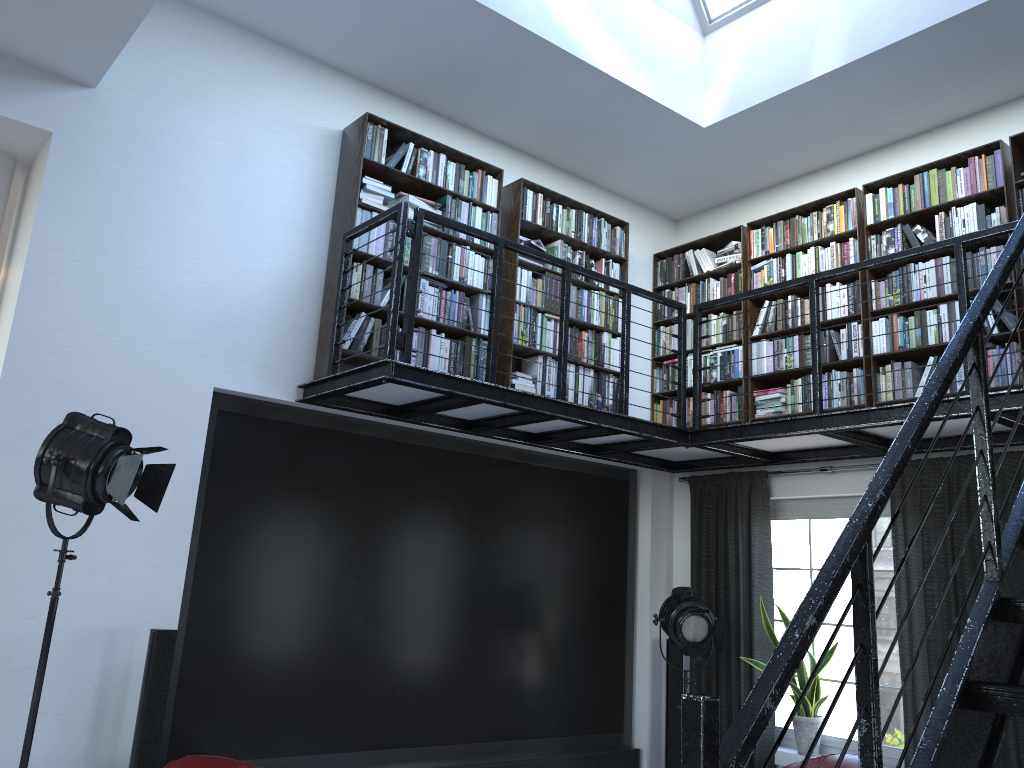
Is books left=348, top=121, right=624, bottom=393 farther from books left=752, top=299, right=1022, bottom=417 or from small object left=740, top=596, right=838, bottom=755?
small object left=740, top=596, right=838, bottom=755

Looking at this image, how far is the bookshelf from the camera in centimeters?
504cm

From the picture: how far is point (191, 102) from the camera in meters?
4.8 m

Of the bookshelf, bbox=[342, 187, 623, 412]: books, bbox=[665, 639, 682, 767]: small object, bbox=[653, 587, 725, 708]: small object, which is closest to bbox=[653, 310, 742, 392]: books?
the bookshelf

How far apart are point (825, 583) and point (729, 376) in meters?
4.8 m

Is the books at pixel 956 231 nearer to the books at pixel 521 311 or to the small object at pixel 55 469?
the books at pixel 521 311

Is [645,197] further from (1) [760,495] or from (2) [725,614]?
(2) [725,614]

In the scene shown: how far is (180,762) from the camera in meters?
3.8 m

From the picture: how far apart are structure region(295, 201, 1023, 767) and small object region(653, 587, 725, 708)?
0.9m

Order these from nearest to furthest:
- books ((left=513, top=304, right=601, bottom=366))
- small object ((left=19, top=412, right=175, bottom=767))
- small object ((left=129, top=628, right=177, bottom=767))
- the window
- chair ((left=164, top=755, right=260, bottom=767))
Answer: small object ((left=19, top=412, right=175, bottom=767)) → chair ((left=164, top=755, right=260, bottom=767)) → small object ((left=129, top=628, right=177, bottom=767)) → the window → books ((left=513, top=304, right=601, bottom=366))
